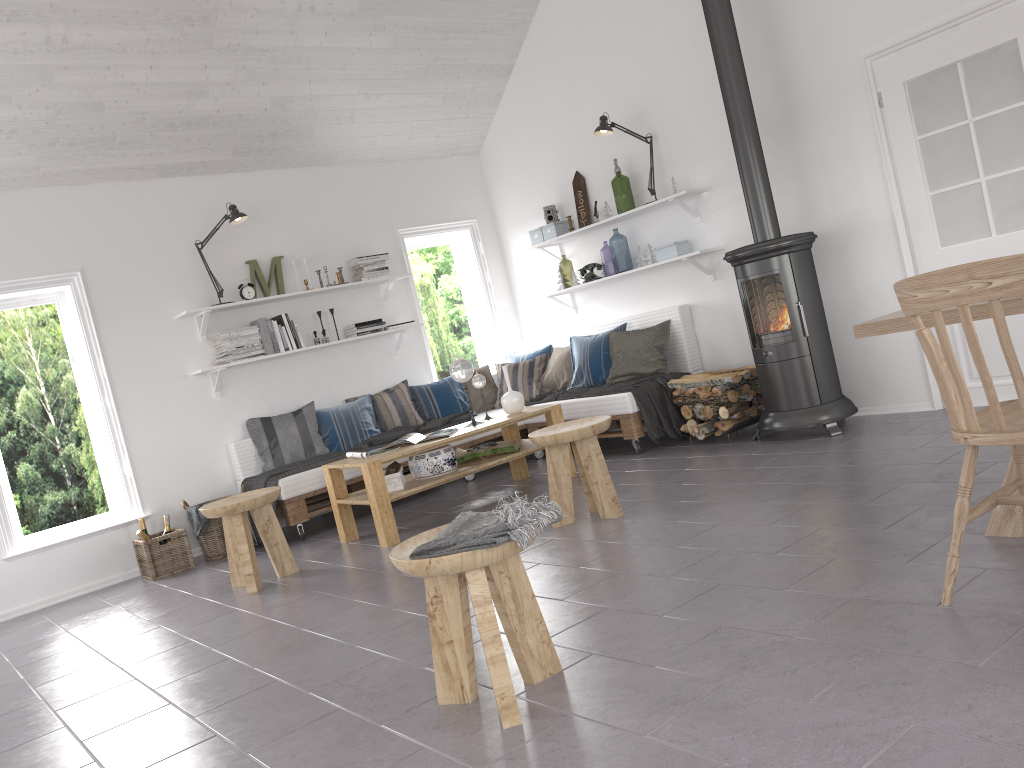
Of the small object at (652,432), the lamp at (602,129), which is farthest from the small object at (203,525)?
the lamp at (602,129)

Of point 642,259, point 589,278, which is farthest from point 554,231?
point 642,259

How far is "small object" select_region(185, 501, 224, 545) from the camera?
5.7 meters

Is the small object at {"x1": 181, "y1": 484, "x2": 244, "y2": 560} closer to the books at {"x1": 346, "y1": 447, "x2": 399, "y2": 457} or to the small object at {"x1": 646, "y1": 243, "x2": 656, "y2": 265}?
the books at {"x1": 346, "y1": 447, "x2": 399, "y2": 457}

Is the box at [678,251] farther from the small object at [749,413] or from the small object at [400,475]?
the small object at [400,475]

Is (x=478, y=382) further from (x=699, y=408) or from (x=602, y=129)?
(x=602, y=129)

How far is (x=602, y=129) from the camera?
6.2m

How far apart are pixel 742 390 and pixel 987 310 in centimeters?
293cm

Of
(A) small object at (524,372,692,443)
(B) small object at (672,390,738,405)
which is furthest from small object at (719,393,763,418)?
(A) small object at (524,372,692,443)

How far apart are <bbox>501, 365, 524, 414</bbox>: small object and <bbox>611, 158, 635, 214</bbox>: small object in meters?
1.9
